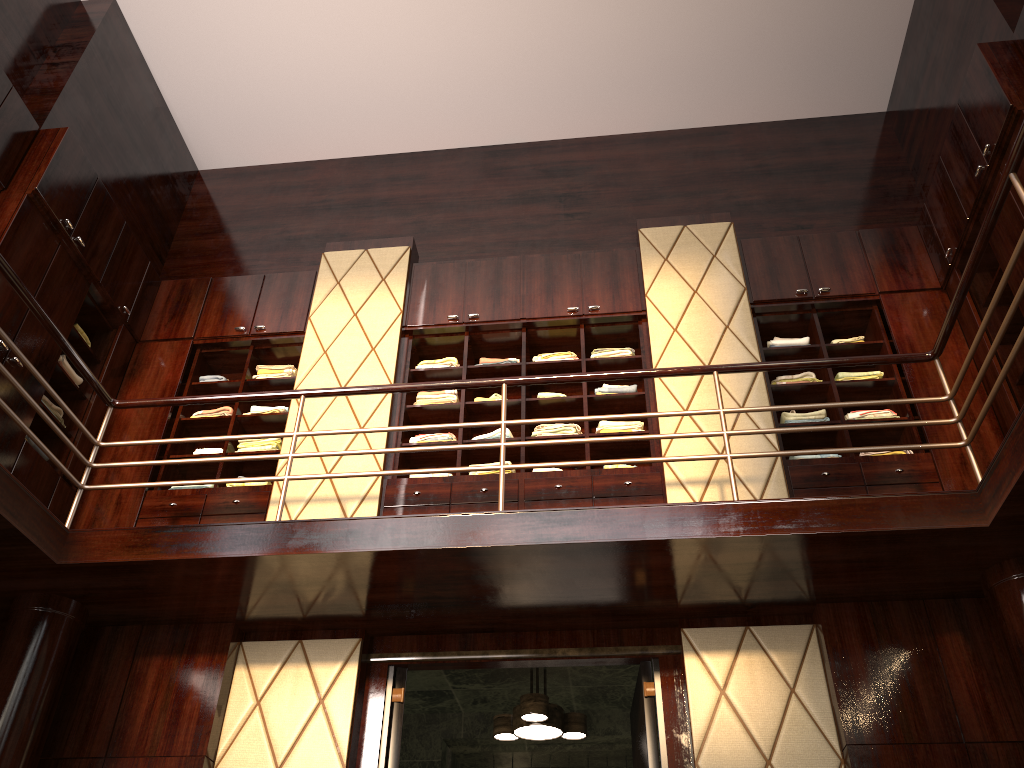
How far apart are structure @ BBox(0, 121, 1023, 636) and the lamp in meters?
0.5

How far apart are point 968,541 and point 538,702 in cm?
220

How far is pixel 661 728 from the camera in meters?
3.9 m

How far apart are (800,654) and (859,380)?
1.74m

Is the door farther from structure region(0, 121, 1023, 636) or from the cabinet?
the cabinet

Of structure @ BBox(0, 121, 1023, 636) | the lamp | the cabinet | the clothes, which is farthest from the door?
the clothes

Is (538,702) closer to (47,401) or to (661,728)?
(661,728)

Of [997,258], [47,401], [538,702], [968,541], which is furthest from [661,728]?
[47,401]

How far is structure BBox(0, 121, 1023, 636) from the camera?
3.5 meters

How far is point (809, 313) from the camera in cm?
531
